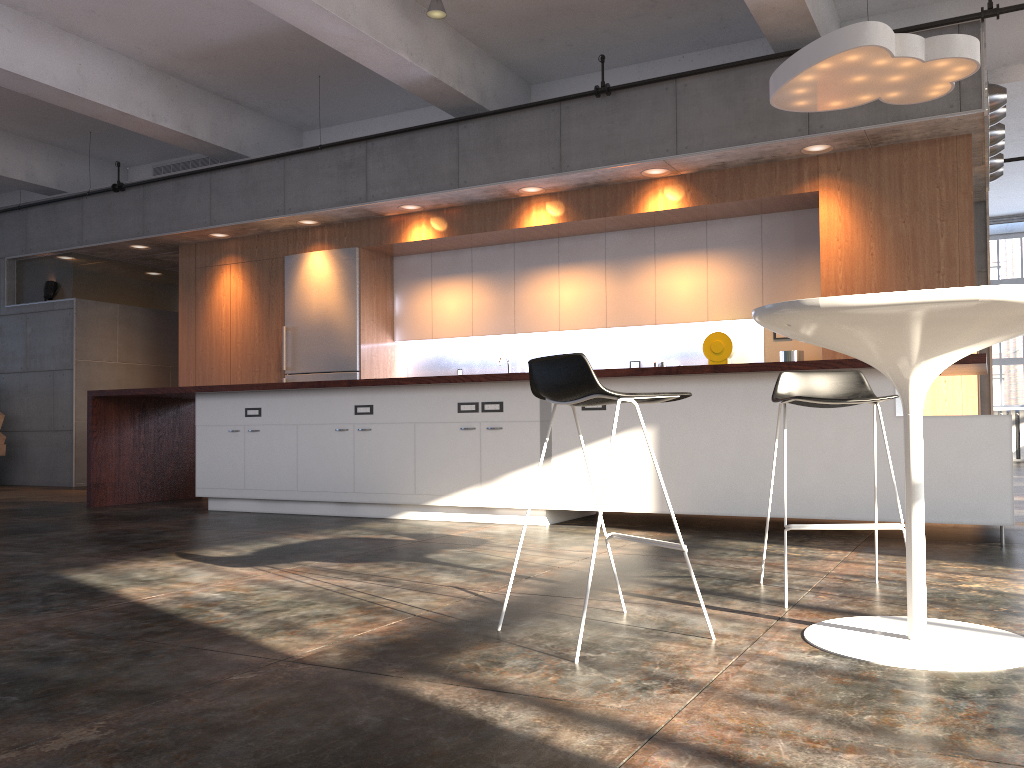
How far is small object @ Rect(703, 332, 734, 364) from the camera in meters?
7.4 m

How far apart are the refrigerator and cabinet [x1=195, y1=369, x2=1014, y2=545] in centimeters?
211cm

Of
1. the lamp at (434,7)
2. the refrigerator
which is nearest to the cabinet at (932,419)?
the refrigerator

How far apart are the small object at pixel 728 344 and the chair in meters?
4.1 m

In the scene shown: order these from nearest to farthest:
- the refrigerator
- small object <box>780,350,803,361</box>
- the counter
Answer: the counter < small object <box>780,350,803,361</box> < the refrigerator

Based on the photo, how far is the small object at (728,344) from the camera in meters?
7.4 m

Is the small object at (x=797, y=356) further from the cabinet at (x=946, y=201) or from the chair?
the chair

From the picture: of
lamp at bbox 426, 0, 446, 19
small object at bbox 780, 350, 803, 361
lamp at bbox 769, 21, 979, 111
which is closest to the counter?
lamp at bbox 769, 21, 979, 111

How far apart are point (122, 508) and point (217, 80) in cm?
423

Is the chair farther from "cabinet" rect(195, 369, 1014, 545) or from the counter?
"cabinet" rect(195, 369, 1014, 545)
